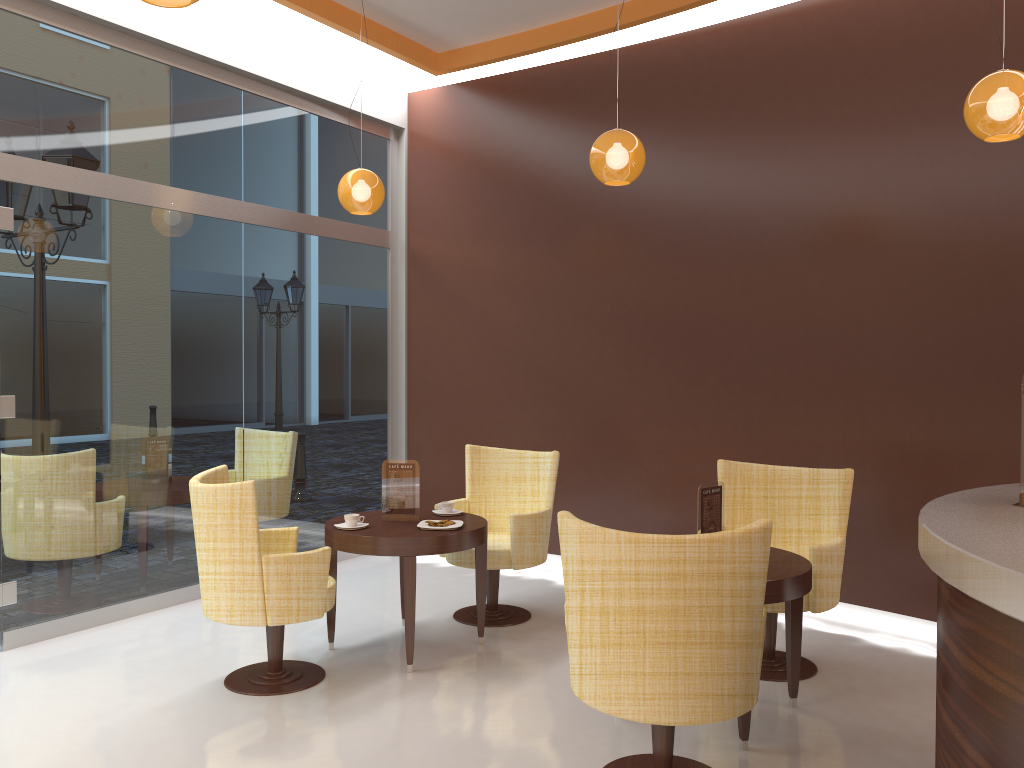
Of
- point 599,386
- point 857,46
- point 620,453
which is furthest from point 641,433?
point 857,46

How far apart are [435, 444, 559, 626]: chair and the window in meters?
1.5 m

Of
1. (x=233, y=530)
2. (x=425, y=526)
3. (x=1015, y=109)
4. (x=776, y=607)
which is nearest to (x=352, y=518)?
(x=425, y=526)

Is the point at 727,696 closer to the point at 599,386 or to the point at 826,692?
the point at 826,692

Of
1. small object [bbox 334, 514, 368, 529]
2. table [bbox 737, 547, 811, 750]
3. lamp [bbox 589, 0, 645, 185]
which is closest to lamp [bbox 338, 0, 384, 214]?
lamp [bbox 589, 0, 645, 185]

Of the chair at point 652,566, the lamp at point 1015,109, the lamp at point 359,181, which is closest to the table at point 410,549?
the chair at point 652,566

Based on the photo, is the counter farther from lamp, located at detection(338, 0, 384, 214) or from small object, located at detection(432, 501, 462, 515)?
lamp, located at detection(338, 0, 384, 214)

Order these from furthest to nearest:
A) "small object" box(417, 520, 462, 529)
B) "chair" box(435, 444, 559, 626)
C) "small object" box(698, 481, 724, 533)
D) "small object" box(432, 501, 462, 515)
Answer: "chair" box(435, 444, 559, 626) → "small object" box(432, 501, 462, 515) → "small object" box(417, 520, 462, 529) → "small object" box(698, 481, 724, 533)

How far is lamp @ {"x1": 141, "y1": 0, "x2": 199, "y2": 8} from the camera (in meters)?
2.43

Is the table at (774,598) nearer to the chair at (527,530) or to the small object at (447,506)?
the chair at (527,530)
